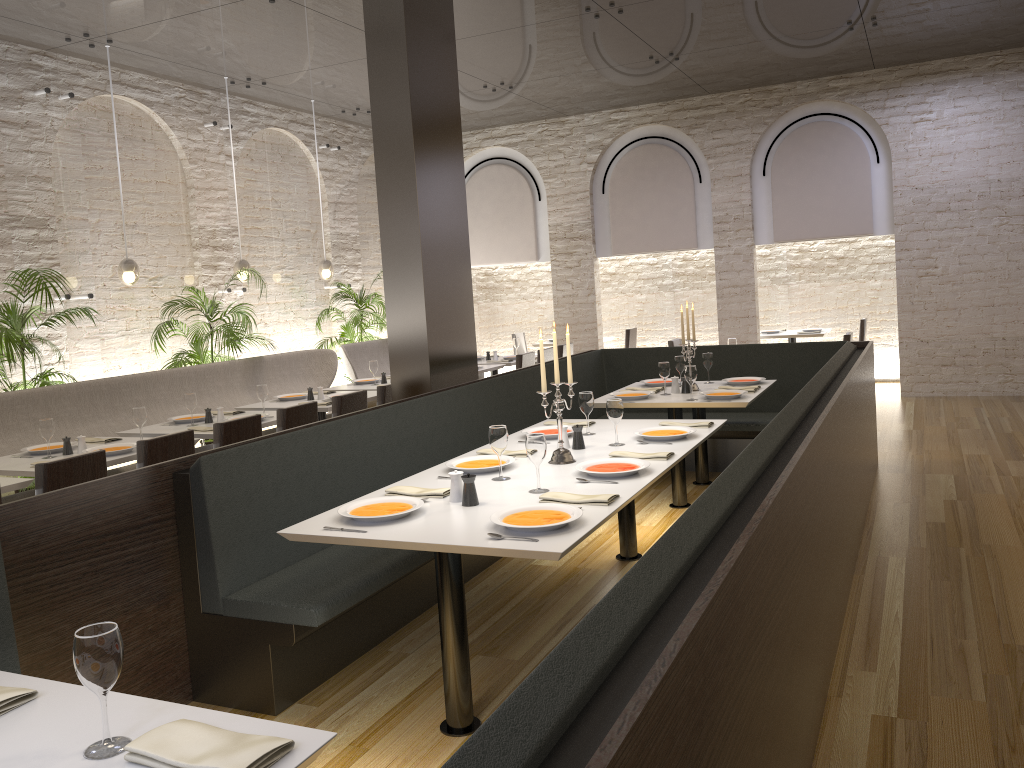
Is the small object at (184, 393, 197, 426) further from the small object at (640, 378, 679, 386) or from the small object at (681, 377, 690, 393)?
the small object at (681, 377, 690, 393)

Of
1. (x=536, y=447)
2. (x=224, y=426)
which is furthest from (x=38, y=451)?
(x=536, y=447)

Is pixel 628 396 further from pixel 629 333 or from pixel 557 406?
pixel 629 333

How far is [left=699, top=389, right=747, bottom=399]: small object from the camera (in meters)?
5.78

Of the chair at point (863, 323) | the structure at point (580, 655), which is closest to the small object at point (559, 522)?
the structure at point (580, 655)

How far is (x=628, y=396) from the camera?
6.0 meters

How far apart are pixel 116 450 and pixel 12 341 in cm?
189

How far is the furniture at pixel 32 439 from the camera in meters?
6.2

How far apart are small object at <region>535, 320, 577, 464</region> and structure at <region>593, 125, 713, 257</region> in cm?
769

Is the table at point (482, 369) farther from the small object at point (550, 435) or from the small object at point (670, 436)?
the small object at point (670, 436)
